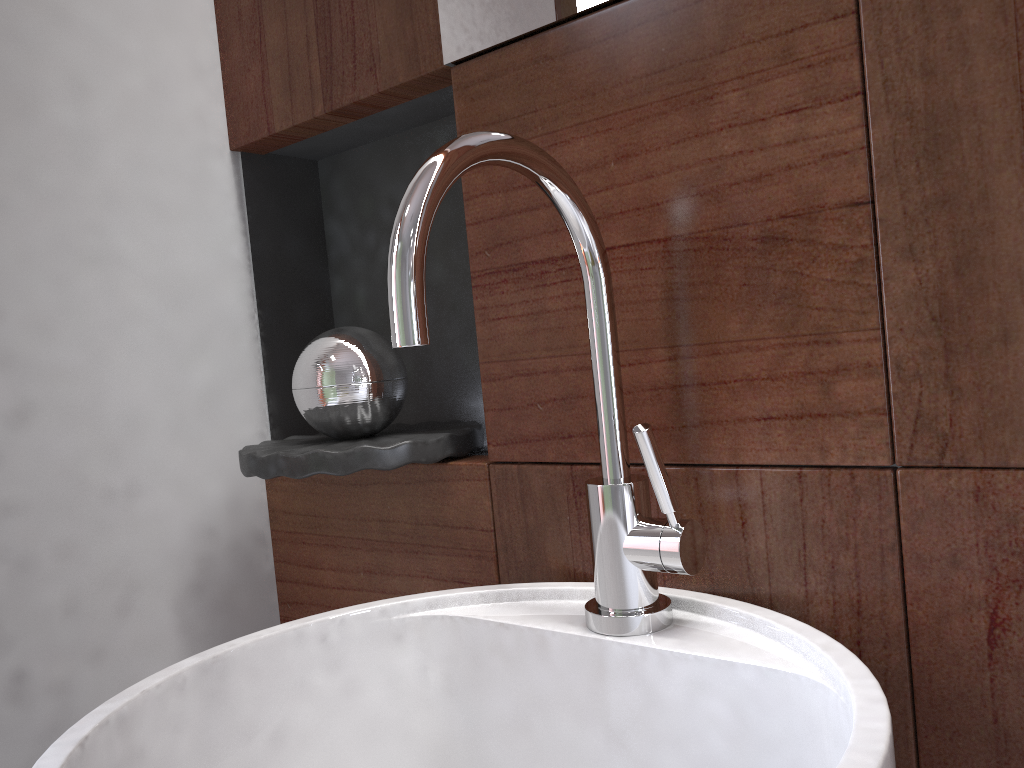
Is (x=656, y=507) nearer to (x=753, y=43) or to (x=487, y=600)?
(x=487, y=600)

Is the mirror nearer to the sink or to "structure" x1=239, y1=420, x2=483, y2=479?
the sink

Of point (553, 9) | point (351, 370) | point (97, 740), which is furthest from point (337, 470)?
point (553, 9)

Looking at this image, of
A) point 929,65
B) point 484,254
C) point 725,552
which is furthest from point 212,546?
point 929,65

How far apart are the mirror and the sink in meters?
0.2 m

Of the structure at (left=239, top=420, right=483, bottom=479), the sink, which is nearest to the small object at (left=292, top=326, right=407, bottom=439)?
the structure at (left=239, top=420, right=483, bottom=479)

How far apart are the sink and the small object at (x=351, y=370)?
0.18m

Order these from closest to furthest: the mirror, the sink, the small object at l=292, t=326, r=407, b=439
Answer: the sink → the mirror → the small object at l=292, t=326, r=407, b=439

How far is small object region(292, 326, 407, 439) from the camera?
0.8 meters

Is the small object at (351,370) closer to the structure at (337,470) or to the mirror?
the structure at (337,470)
